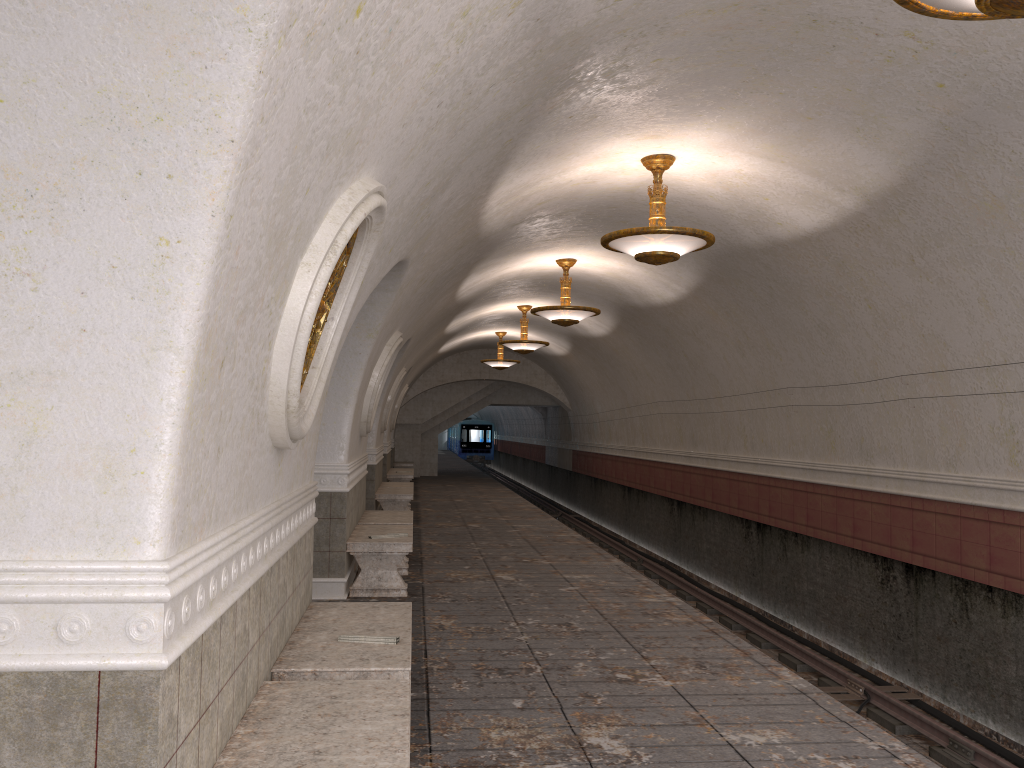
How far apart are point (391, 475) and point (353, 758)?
17.4 meters

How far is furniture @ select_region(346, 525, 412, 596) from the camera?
8.2 meters

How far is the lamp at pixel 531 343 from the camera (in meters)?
17.09

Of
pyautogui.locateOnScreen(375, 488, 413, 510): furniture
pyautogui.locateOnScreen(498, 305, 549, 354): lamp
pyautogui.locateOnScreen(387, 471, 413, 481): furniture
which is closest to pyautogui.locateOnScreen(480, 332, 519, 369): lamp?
pyautogui.locateOnScreen(387, 471, 413, 481): furniture

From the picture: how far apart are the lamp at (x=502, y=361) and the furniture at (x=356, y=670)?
16.6m

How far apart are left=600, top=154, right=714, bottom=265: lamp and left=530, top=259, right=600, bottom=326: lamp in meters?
4.1 m

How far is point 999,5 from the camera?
3.1m

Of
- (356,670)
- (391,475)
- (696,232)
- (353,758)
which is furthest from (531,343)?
(353,758)

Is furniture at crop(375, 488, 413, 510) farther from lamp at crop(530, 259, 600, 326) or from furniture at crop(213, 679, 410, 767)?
furniture at crop(213, 679, 410, 767)

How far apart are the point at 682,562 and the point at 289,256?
14.7m
